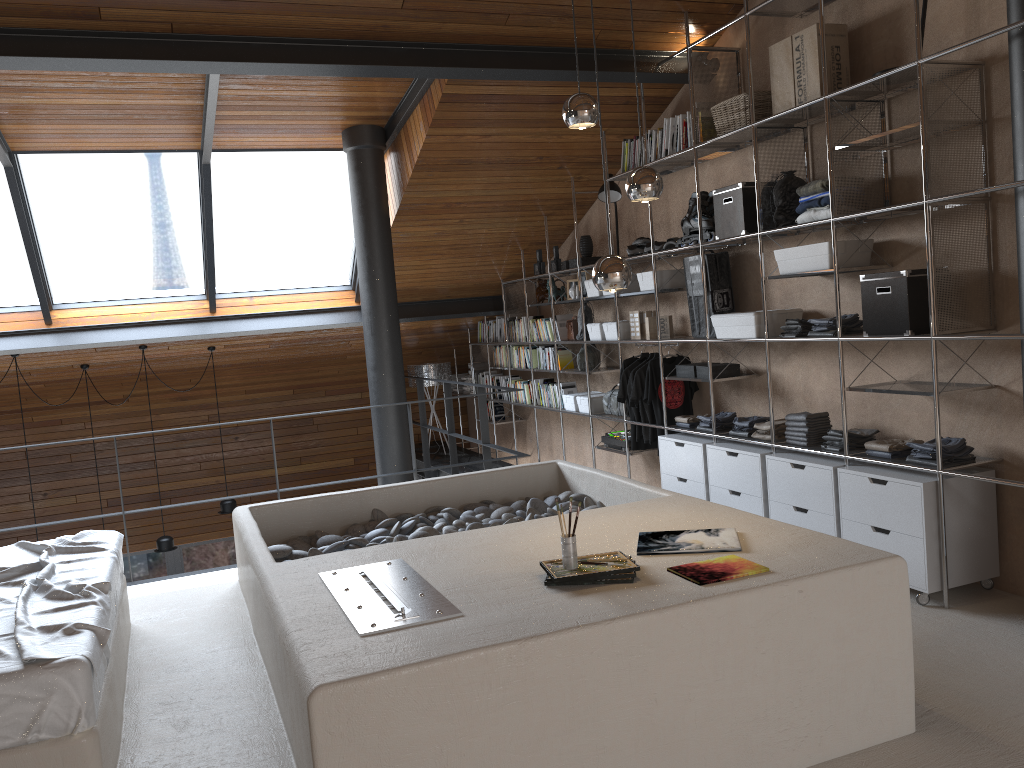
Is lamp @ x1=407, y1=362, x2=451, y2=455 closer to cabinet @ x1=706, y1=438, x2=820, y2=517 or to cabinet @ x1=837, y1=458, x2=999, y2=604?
cabinet @ x1=706, y1=438, x2=820, y2=517

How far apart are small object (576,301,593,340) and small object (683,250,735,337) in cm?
143

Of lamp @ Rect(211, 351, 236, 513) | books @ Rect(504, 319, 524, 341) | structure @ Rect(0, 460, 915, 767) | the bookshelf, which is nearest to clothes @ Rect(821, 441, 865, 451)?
the bookshelf

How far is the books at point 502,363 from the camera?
8.8 meters

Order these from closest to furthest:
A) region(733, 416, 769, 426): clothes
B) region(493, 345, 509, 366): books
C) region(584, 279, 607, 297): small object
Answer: region(733, 416, 769, 426): clothes < region(584, 279, 607, 297): small object < region(493, 345, 509, 366): books

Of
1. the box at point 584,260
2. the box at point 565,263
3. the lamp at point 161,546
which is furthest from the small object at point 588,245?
the lamp at point 161,546

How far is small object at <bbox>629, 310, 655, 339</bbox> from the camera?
6.3 meters

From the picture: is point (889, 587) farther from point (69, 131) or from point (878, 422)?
point (69, 131)

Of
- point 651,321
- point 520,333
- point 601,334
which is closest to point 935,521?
point 651,321

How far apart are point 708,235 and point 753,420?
1.2 meters
